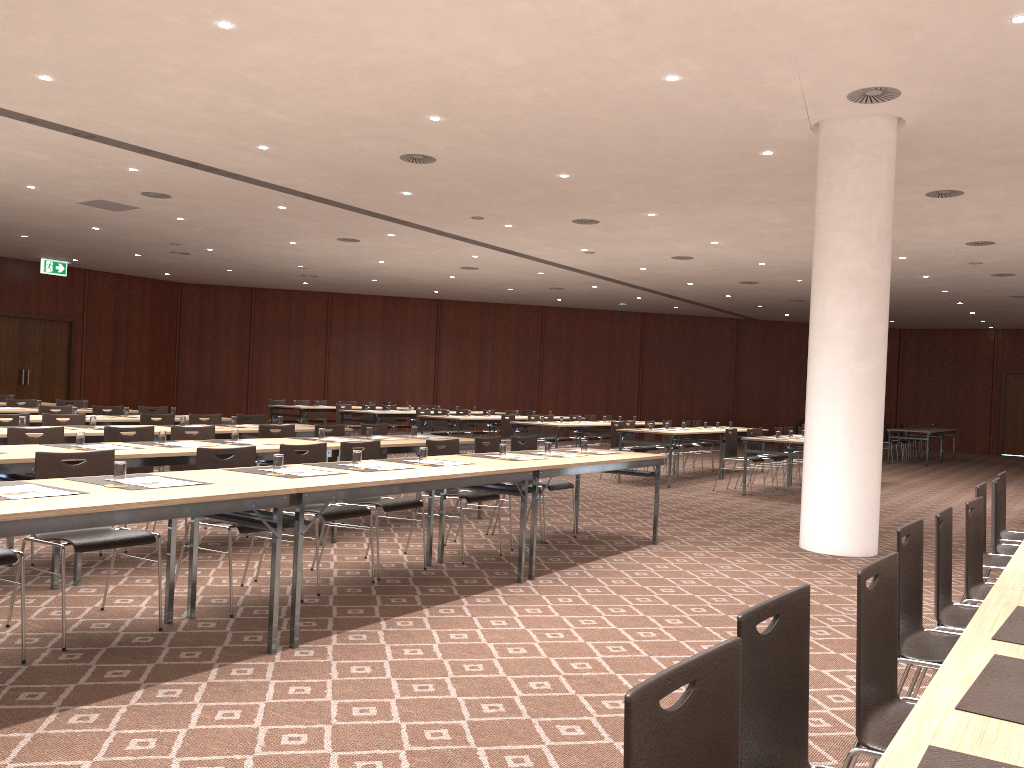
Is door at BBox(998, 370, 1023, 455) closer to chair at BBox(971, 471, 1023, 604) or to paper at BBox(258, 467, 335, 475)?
chair at BBox(971, 471, 1023, 604)

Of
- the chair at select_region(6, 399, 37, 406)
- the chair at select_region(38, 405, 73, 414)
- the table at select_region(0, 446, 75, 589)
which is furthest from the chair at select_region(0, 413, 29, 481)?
the chair at select_region(6, 399, 37, 406)

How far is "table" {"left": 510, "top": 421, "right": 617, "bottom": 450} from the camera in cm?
1460

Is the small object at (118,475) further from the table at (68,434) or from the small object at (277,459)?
the table at (68,434)

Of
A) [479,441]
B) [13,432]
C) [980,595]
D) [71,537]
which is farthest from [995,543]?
[13,432]

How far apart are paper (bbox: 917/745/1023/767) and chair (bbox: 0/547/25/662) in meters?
4.0 m

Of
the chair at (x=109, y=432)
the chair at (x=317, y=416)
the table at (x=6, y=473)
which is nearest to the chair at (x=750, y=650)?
the table at (x=6, y=473)

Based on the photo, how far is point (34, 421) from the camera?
9.3m

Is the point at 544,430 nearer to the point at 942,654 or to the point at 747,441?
the point at 747,441

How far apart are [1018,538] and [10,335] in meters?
22.1 m
